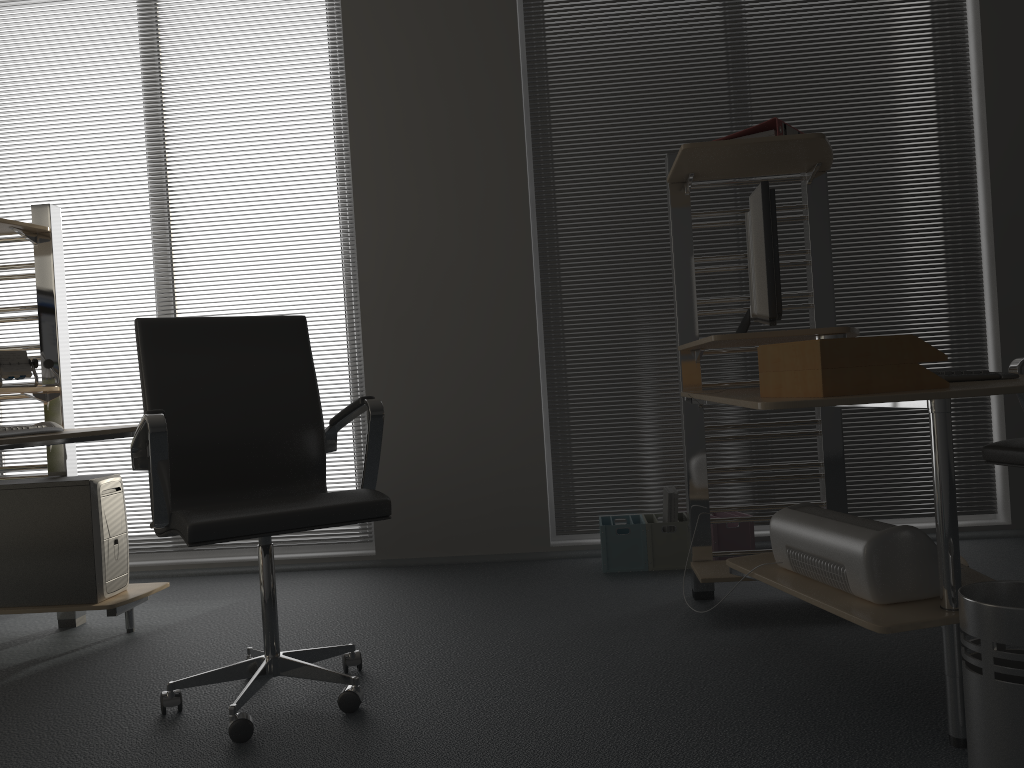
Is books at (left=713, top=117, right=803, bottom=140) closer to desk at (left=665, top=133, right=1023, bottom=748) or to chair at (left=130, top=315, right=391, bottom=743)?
desk at (left=665, top=133, right=1023, bottom=748)

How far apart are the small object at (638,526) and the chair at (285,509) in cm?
136

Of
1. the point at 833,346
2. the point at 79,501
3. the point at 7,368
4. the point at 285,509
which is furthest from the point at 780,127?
the point at 7,368

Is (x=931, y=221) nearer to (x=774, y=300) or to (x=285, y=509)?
(x=774, y=300)

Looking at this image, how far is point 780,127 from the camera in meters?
2.7 m

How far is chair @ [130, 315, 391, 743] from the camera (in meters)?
2.08

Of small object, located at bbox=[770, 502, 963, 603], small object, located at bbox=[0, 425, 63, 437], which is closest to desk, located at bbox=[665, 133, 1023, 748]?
small object, located at bbox=[770, 502, 963, 603]

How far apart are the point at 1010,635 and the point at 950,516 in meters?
0.3

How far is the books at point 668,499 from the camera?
3.6m

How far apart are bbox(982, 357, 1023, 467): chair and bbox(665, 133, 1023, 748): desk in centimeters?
43cm
